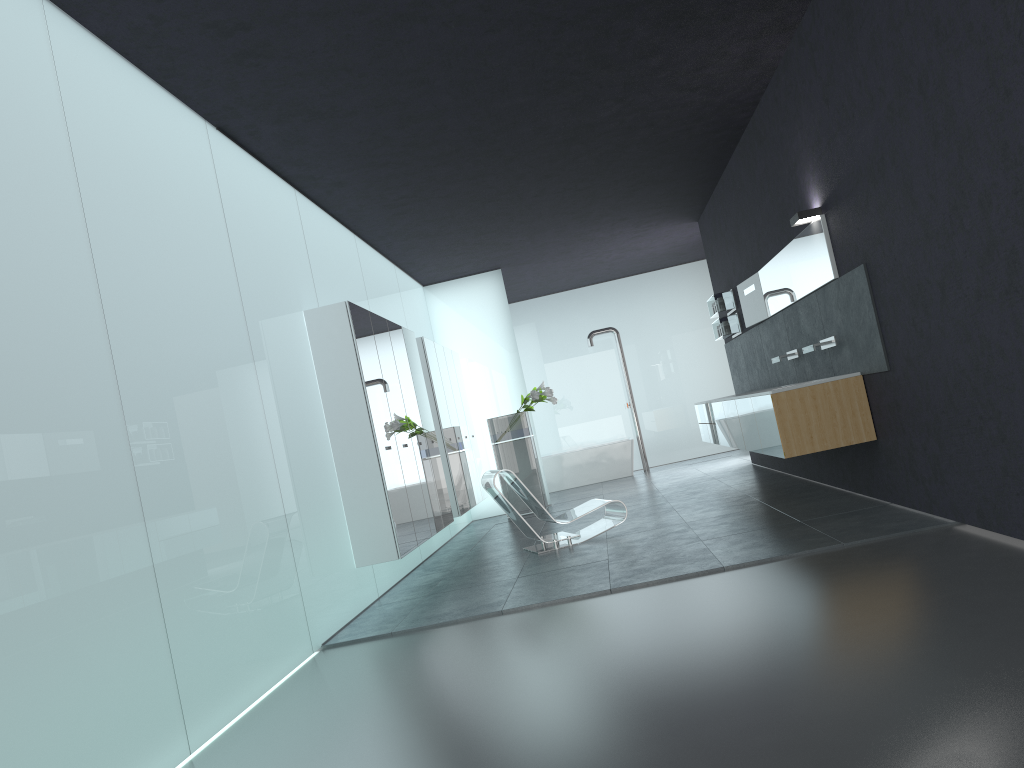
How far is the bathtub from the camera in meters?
16.3

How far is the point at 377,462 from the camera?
7.4m

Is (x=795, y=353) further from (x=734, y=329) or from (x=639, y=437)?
(x=639, y=437)

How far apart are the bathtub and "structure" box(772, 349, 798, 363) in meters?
7.1

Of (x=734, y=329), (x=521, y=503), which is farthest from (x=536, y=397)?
(x=734, y=329)

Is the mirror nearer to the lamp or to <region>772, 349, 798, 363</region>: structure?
the lamp

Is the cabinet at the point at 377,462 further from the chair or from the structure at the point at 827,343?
the structure at the point at 827,343

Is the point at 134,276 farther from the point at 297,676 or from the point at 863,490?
the point at 863,490

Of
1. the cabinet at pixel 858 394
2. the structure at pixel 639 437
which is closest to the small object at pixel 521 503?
the cabinet at pixel 858 394

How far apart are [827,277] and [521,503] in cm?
666
